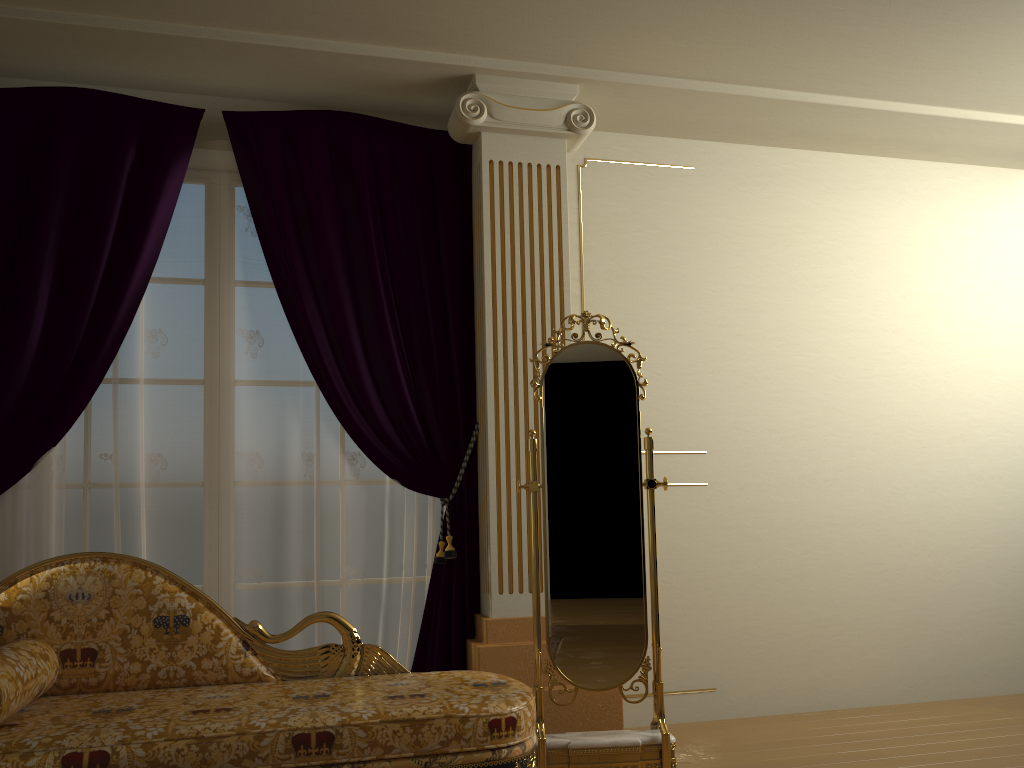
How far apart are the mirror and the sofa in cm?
26

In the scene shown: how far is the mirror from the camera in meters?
3.0 m

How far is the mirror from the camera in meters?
3.0

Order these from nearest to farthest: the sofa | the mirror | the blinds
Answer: the sofa, the mirror, the blinds

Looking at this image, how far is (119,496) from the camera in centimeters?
336cm

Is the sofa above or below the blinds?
below

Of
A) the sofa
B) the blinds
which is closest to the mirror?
the sofa

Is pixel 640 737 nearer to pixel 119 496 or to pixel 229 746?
pixel 229 746

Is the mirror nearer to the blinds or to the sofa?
the sofa

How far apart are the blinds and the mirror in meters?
0.5 m
